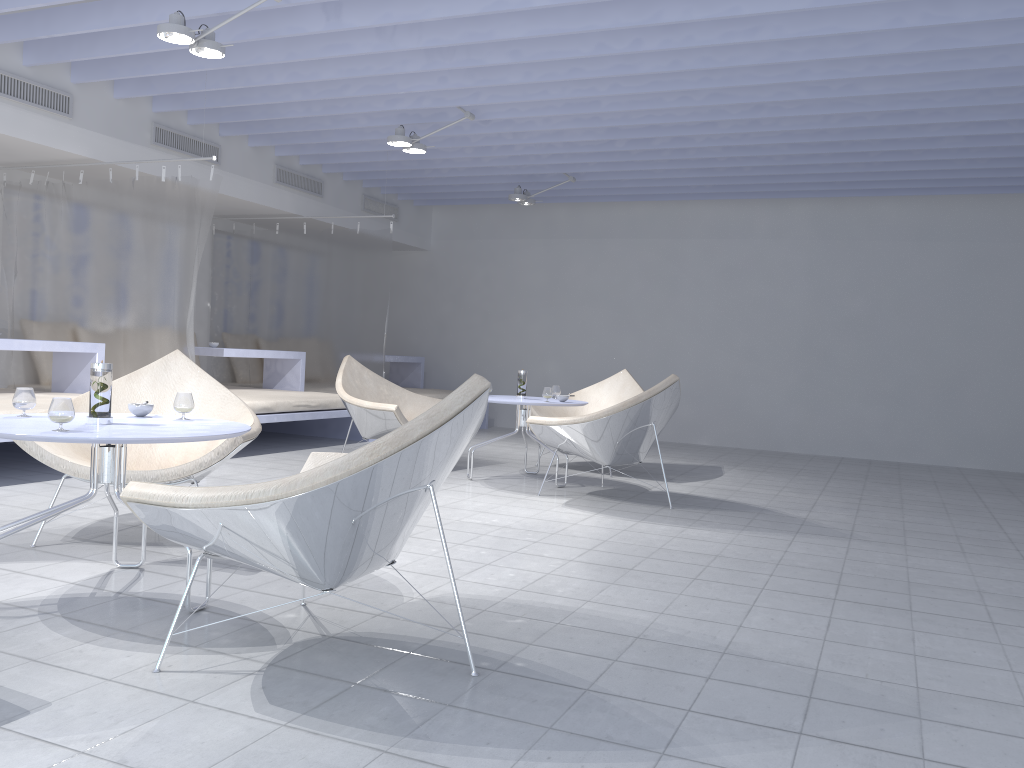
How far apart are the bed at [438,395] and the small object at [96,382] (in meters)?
5.92

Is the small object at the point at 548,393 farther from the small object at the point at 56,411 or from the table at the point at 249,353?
the small object at the point at 56,411

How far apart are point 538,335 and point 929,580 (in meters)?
6.65

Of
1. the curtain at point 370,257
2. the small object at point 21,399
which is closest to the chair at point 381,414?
the curtain at point 370,257

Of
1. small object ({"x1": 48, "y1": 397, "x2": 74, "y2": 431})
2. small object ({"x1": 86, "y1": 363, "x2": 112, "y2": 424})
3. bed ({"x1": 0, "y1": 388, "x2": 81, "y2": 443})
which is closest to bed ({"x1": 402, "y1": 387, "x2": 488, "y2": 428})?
bed ({"x1": 0, "y1": 388, "x2": 81, "y2": 443})

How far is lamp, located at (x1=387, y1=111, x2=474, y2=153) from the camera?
6.1m

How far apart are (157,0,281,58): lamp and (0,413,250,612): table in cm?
212

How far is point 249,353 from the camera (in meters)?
7.29

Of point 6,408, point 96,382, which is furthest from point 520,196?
point 96,382

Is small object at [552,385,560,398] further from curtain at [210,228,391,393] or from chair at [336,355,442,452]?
curtain at [210,228,391,393]
